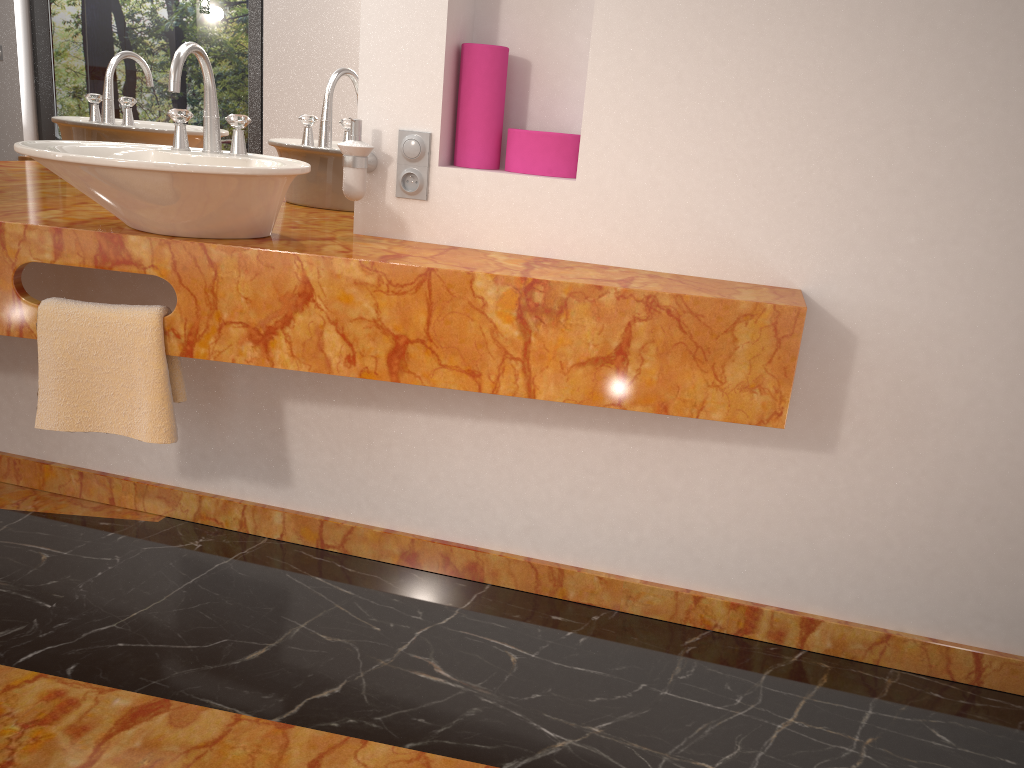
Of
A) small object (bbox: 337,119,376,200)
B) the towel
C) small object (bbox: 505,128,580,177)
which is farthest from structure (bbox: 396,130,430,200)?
the towel

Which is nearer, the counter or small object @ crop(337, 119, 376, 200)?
the counter

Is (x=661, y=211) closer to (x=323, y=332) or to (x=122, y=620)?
(x=323, y=332)

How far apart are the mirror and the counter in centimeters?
6cm

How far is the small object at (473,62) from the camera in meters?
1.9 m

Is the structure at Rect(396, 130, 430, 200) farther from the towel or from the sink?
the towel

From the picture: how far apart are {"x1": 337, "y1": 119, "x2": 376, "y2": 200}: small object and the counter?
0.1m

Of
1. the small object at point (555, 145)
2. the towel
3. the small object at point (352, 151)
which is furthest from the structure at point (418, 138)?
the towel

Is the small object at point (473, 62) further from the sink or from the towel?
the towel

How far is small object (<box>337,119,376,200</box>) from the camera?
1.8m
